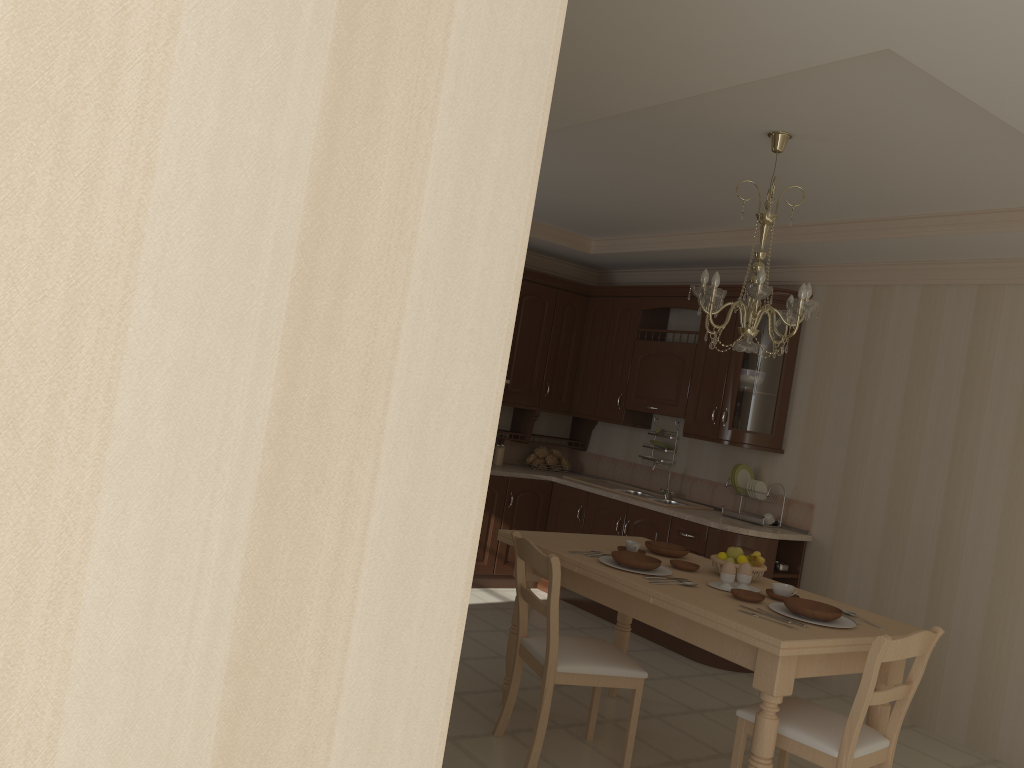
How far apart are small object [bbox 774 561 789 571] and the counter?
0.21m

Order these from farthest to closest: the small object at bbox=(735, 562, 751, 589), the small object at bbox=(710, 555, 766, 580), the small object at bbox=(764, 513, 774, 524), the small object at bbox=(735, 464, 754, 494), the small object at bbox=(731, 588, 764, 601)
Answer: the small object at bbox=(735, 464, 754, 494), the small object at bbox=(764, 513, 774, 524), the small object at bbox=(710, 555, 766, 580), the small object at bbox=(735, 562, 751, 589), the small object at bbox=(731, 588, 764, 601)

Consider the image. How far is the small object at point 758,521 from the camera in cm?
545

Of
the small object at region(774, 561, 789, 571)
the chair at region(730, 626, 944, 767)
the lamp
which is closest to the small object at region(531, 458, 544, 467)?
the small object at region(774, 561, 789, 571)

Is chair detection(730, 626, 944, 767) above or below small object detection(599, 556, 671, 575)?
below

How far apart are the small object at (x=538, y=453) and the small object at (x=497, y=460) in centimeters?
32cm

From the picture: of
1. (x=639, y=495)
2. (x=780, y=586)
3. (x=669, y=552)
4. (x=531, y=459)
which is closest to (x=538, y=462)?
(x=531, y=459)

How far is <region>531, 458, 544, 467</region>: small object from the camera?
6.8 meters

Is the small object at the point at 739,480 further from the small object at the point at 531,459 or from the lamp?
the lamp

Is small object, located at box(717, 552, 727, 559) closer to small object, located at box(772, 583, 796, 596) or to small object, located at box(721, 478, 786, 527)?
small object, located at box(772, 583, 796, 596)
